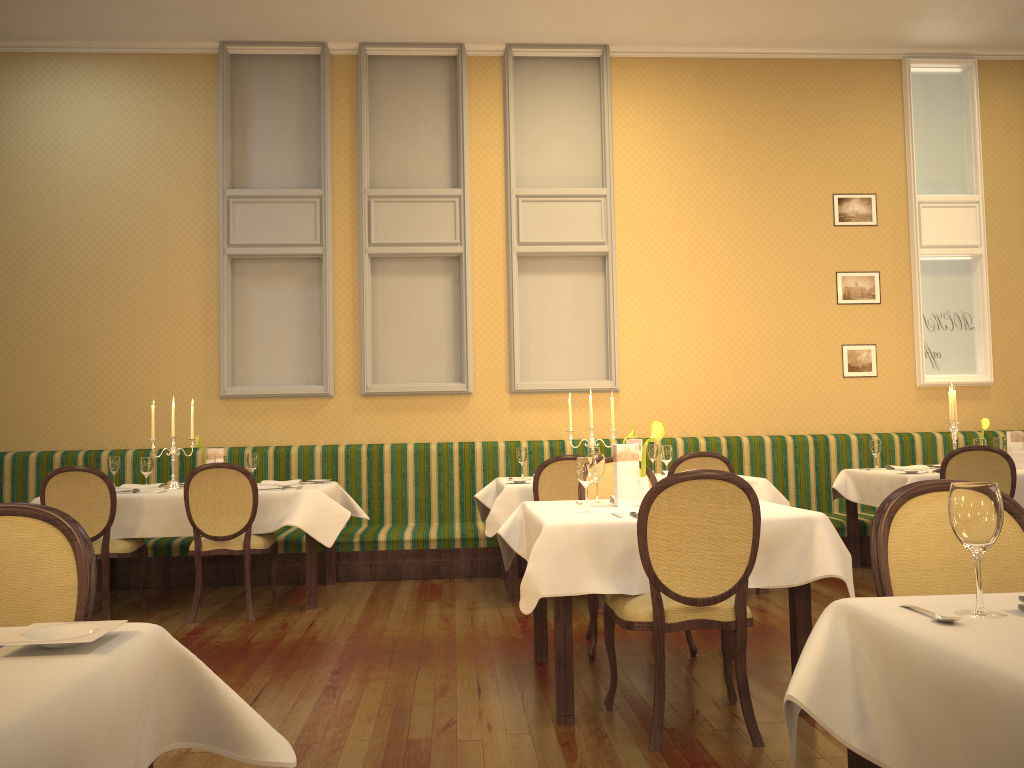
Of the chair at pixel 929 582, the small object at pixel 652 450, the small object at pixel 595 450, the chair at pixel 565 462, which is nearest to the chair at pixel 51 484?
the chair at pixel 565 462

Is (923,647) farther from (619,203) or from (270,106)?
(270,106)

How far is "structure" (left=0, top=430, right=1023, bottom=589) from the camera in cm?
664

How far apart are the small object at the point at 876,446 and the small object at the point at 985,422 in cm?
73

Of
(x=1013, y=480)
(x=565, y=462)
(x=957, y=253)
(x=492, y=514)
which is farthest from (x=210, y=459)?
(x=957, y=253)

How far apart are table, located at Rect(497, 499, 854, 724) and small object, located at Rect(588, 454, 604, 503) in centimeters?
14cm

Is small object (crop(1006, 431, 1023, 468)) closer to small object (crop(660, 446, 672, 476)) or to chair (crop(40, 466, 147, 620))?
small object (crop(660, 446, 672, 476))

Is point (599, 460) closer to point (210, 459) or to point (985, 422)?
point (210, 459)

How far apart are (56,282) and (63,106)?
1.5 meters

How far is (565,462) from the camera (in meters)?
5.44
